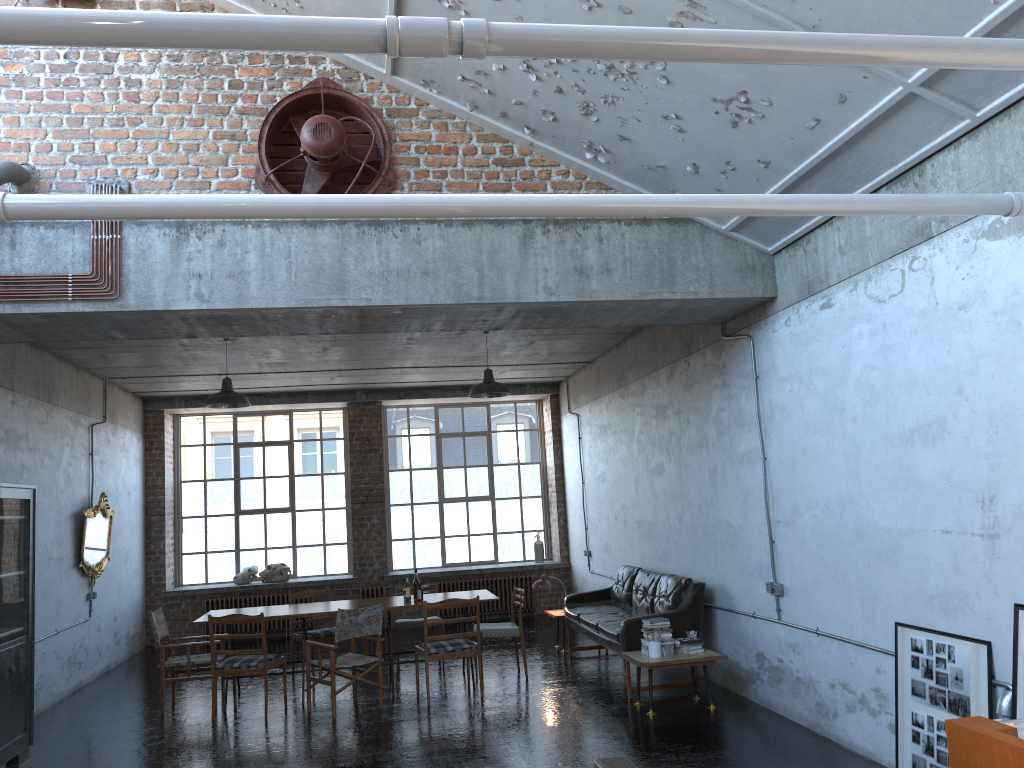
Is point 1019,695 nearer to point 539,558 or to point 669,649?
point 669,649

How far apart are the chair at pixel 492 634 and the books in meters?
2.2 m

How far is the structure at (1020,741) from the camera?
2.97m

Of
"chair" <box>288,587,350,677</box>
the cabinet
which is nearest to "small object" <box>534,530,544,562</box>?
"chair" <box>288,587,350,677</box>

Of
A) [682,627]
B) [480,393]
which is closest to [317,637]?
[480,393]

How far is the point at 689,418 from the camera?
9.3m

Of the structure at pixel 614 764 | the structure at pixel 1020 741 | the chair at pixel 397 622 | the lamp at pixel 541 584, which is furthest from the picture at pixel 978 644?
the chair at pixel 397 622

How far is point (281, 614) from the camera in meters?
9.1 m

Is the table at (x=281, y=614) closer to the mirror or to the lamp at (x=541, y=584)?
the lamp at (x=541, y=584)

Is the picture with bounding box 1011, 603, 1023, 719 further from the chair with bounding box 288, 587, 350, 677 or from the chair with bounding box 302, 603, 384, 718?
the chair with bounding box 288, 587, 350, 677
